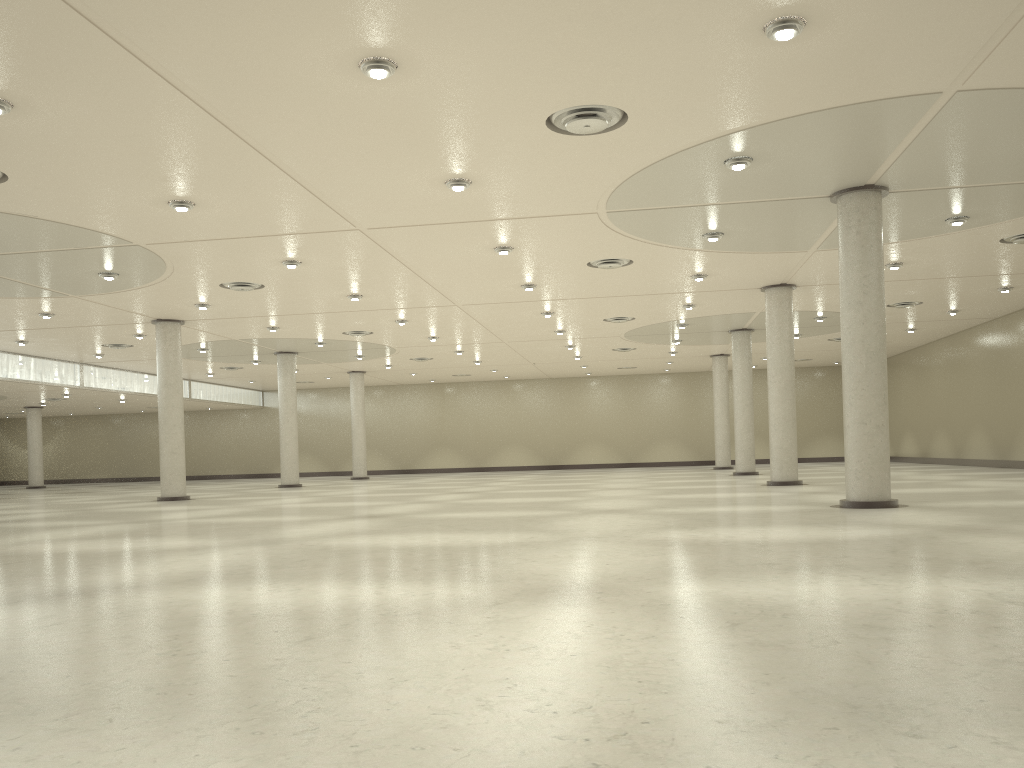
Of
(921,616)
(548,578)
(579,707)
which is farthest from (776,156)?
(579,707)

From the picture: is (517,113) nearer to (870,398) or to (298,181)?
(298,181)
